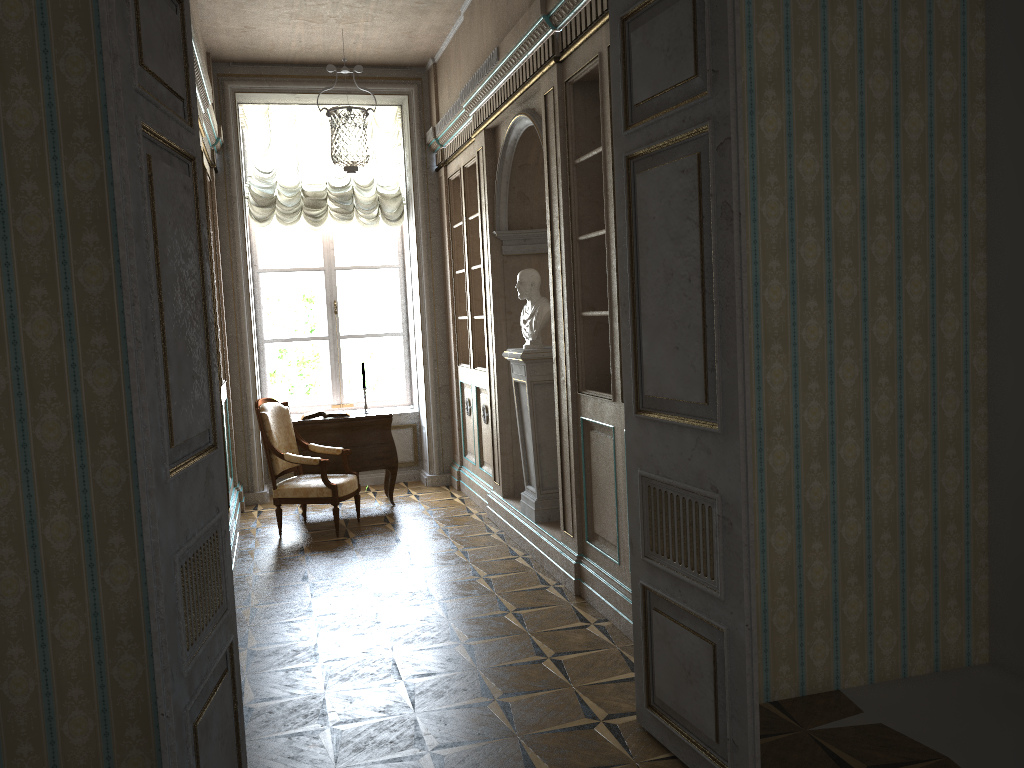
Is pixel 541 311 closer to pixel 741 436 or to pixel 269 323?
pixel 741 436

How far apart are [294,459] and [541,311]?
2.19m

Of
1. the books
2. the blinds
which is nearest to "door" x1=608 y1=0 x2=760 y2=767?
the books

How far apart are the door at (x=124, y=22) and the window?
5.8 meters

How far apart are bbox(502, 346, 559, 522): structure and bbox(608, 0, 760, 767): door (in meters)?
2.37

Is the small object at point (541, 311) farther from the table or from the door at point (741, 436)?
the door at point (741, 436)

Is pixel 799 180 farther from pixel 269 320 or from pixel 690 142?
pixel 269 320

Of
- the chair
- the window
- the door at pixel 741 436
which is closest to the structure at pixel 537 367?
the chair

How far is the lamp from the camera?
5.37m

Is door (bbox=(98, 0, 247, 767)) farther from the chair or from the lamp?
the chair
